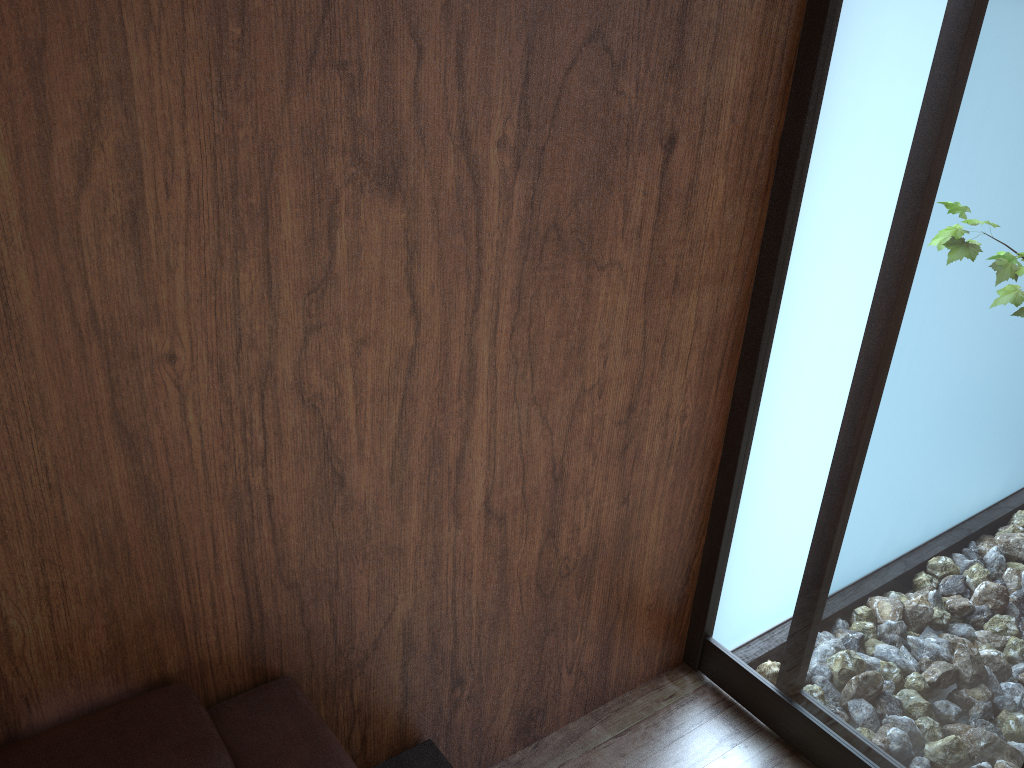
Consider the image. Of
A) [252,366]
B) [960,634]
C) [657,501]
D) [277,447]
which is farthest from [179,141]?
[960,634]

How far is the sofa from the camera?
1.1m

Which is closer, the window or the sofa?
the sofa

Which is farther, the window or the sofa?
the window

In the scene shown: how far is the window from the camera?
1.38m

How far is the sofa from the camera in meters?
1.1

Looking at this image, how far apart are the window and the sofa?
0.7m

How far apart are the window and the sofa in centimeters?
72cm
